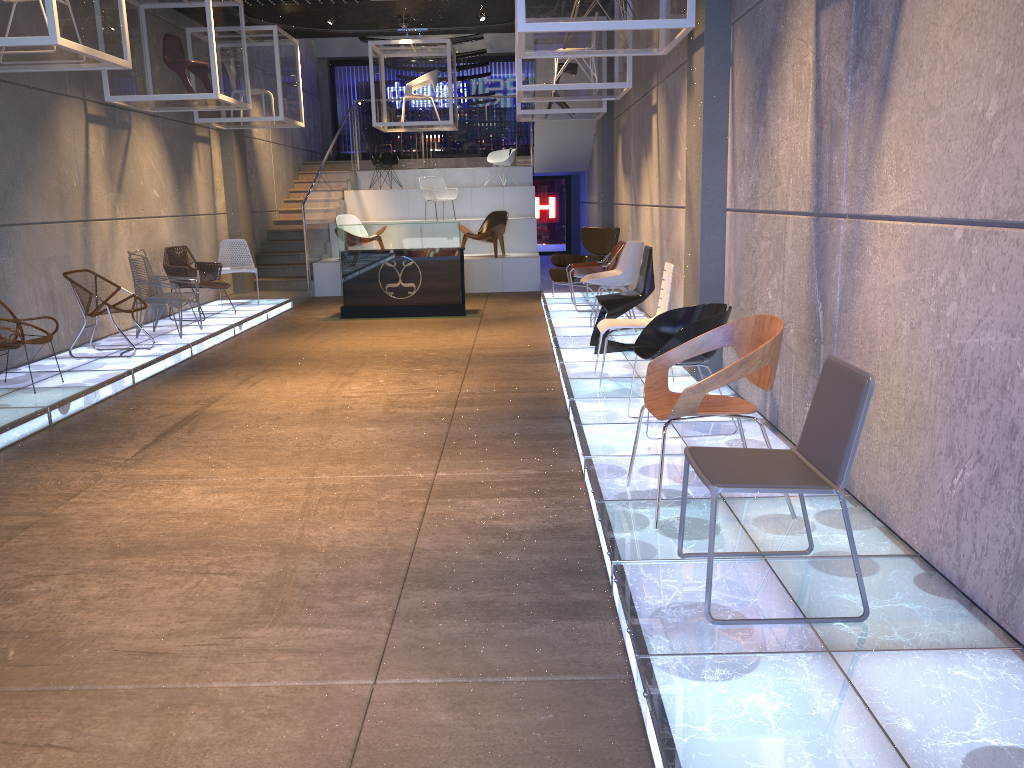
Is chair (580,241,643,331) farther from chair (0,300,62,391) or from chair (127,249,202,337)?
chair (0,300,62,391)

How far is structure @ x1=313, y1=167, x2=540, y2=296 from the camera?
14.4 meters

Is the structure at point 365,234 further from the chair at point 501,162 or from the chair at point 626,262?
the chair at point 501,162

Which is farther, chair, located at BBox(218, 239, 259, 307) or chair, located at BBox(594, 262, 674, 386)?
chair, located at BBox(218, 239, 259, 307)

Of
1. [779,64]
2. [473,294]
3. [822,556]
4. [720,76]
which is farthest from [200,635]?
[473,294]

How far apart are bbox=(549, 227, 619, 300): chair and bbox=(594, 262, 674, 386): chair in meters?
5.1 m

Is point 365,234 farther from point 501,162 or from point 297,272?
point 501,162

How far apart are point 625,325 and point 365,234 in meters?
5.9

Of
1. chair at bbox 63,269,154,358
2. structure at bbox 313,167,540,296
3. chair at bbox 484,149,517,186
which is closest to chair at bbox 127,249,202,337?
chair at bbox 63,269,154,358

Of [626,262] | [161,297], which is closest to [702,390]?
[626,262]
